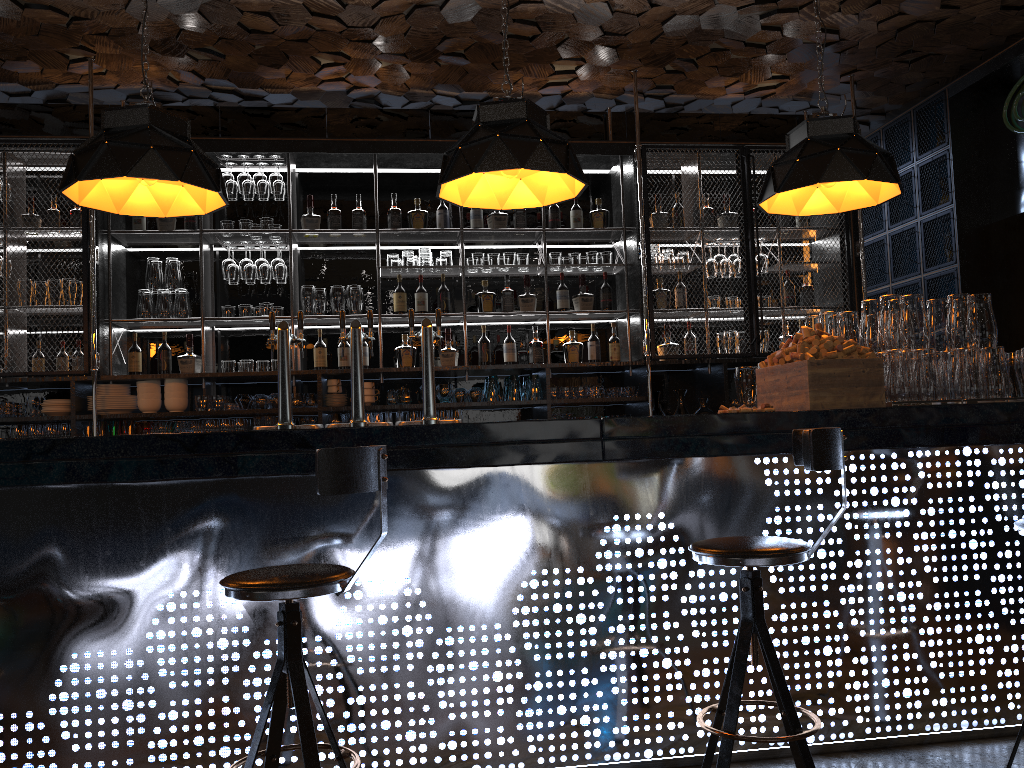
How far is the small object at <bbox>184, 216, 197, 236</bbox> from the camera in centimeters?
584cm

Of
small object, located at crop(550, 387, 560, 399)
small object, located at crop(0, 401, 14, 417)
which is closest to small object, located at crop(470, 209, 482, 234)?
small object, located at crop(550, 387, 560, 399)

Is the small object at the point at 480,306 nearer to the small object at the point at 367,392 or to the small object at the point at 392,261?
the small object at the point at 392,261

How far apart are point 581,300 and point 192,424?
2.7 meters

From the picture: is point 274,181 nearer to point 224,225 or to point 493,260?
point 224,225

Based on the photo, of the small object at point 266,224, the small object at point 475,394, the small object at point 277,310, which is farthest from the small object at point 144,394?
the small object at point 475,394

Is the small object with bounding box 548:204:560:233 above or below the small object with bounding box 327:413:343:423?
above

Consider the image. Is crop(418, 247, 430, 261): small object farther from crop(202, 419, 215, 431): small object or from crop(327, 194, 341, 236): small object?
crop(202, 419, 215, 431): small object

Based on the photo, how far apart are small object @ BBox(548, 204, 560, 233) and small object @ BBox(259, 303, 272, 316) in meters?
2.0

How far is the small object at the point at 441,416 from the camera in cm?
583
